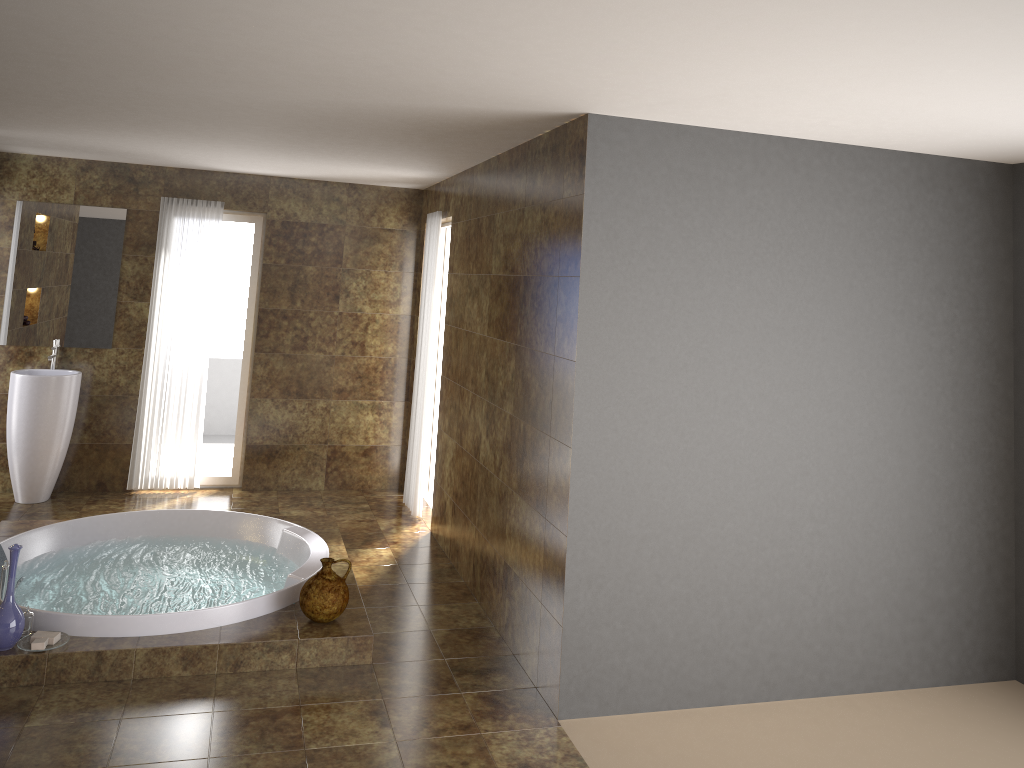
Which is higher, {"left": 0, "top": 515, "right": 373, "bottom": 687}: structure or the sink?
the sink

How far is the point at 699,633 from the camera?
4.0m

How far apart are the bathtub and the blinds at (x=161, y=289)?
1.3m

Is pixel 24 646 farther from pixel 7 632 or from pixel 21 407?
pixel 21 407

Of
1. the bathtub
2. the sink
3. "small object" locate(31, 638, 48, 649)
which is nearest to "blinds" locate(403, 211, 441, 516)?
the bathtub

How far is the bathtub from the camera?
4.1m

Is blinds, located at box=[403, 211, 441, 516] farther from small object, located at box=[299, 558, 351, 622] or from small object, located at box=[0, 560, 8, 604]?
small object, located at box=[0, 560, 8, 604]

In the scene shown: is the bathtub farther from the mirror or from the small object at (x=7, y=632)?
the mirror

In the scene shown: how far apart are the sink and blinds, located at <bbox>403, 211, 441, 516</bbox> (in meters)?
2.49

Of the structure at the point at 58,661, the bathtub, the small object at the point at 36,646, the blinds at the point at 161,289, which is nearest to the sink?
the blinds at the point at 161,289
